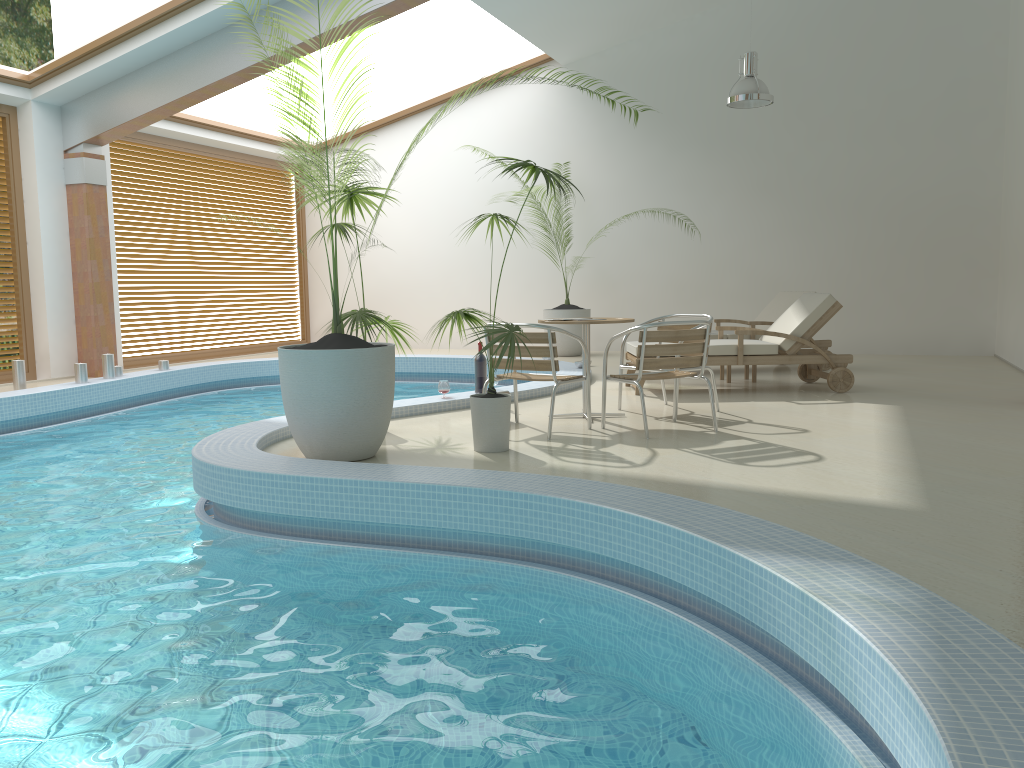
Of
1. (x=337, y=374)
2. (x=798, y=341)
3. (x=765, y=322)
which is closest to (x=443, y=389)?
(x=337, y=374)

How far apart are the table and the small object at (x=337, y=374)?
1.5m

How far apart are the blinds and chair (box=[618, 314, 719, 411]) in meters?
7.8 m

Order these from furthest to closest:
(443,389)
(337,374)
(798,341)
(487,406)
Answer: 1. (798,341)
2. (443,389)
3. (487,406)
4. (337,374)

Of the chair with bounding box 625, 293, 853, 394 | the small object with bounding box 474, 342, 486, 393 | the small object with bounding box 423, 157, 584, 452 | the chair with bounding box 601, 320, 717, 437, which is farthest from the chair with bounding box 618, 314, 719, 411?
the small object with bounding box 423, 157, 584, 452

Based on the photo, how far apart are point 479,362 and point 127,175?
6.8 meters

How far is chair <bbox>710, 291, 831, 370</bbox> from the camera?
9.47m

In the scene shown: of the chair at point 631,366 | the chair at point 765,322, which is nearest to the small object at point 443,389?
the chair at point 631,366

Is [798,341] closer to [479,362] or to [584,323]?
[584,323]

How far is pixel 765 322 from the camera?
9.5 meters
